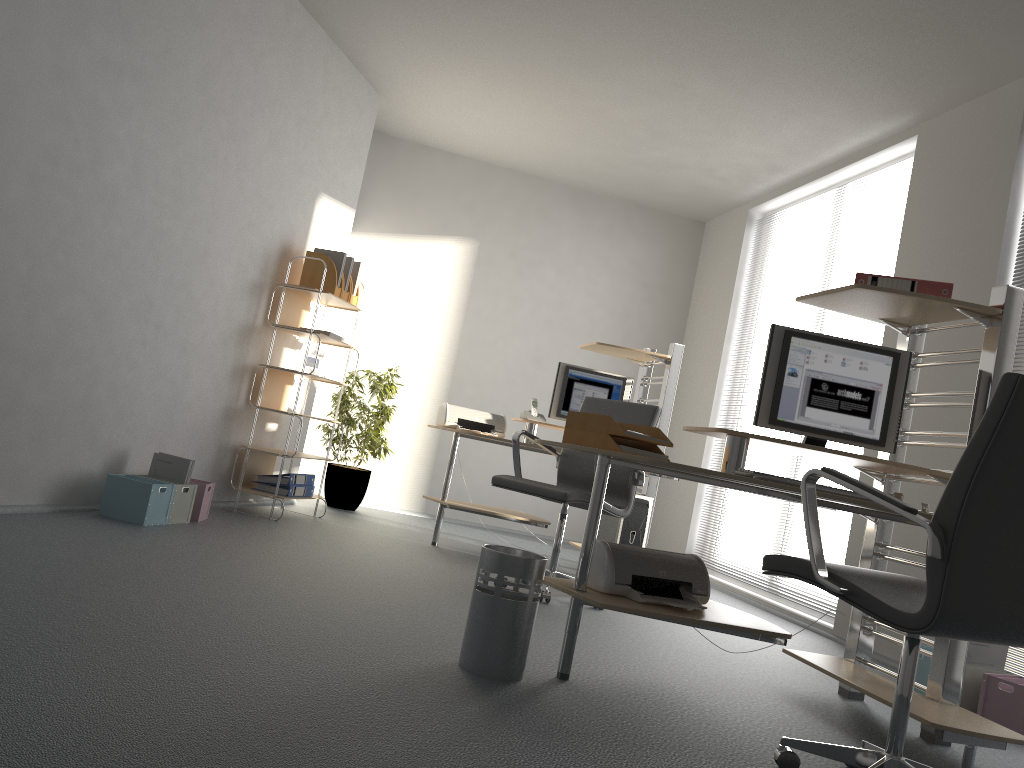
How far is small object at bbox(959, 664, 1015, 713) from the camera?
3.50m

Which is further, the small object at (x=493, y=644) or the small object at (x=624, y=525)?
the small object at (x=624, y=525)

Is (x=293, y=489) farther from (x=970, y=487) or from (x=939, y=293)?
(x=970, y=487)

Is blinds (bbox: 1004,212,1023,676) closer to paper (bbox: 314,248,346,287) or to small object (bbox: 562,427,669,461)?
small object (bbox: 562,427,669,461)

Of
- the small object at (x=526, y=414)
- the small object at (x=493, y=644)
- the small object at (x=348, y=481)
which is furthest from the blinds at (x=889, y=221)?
the small object at (x=493, y=644)

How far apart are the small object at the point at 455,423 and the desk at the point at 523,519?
0.0 meters

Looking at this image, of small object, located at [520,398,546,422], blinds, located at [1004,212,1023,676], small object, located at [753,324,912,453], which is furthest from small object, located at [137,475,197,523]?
blinds, located at [1004,212,1023,676]

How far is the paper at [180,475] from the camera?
4.4m

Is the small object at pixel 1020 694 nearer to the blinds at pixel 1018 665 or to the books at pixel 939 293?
the blinds at pixel 1018 665

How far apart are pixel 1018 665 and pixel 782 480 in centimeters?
202cm
